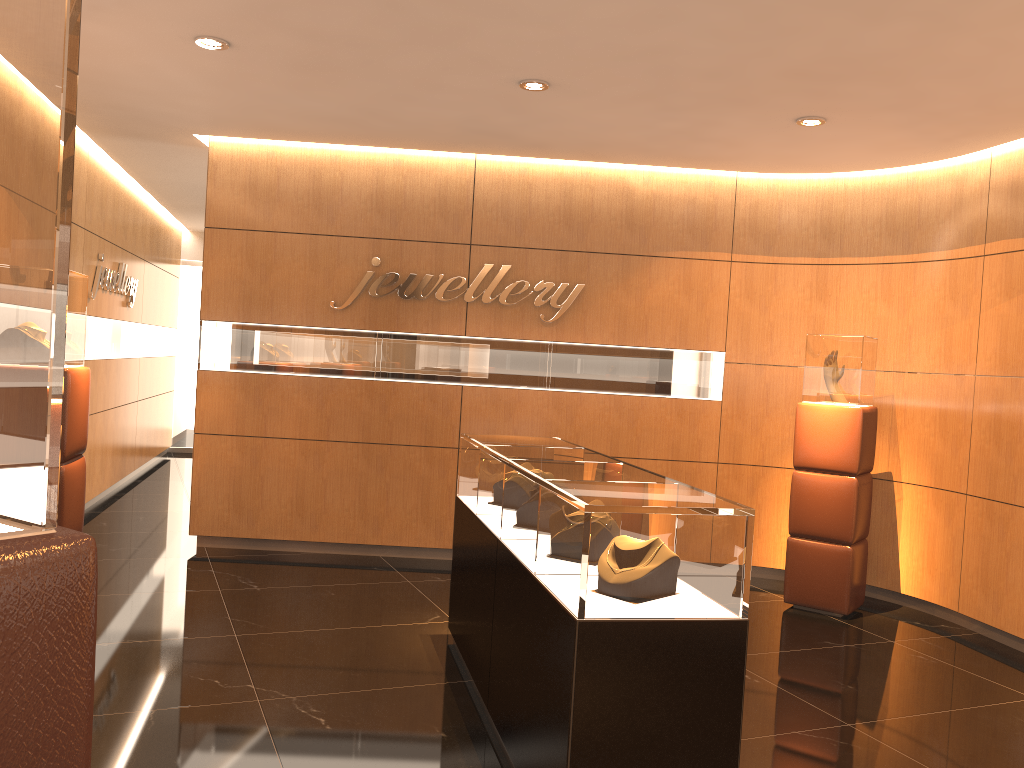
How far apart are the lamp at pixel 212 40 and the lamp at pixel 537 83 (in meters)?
1.67

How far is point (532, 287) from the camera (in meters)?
7.24

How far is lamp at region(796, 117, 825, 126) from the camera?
5.6 meters

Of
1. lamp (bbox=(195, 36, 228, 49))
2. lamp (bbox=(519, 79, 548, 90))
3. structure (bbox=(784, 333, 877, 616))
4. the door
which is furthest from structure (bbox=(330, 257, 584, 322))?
the door

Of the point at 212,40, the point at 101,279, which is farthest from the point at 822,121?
the point at 101,279

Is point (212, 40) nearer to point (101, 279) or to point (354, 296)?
point (354, 296)

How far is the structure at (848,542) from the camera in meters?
6.2

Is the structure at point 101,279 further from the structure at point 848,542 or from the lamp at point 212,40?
the structure at point 848,542

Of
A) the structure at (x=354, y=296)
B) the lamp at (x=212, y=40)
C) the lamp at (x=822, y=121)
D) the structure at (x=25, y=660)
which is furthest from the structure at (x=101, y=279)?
the structure at (x=25, y=660)

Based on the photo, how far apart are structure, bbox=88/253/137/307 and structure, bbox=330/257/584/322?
2.6m
